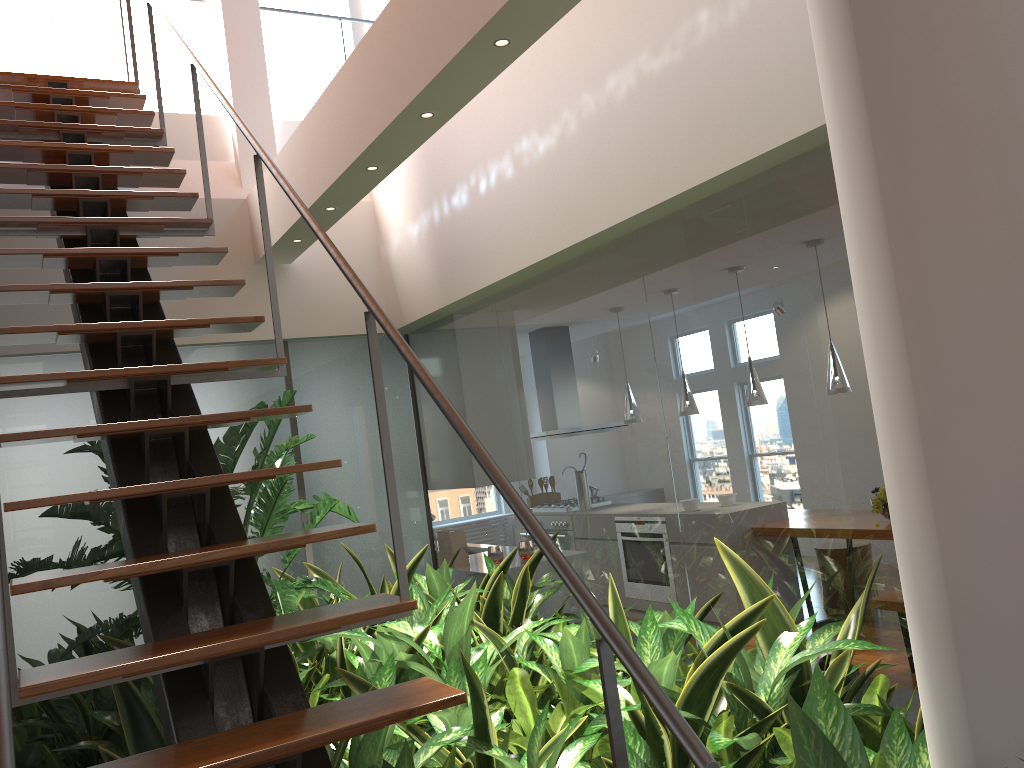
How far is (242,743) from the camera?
1.62m

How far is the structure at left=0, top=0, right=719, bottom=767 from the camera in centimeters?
162cm

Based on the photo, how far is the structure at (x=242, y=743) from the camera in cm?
162
